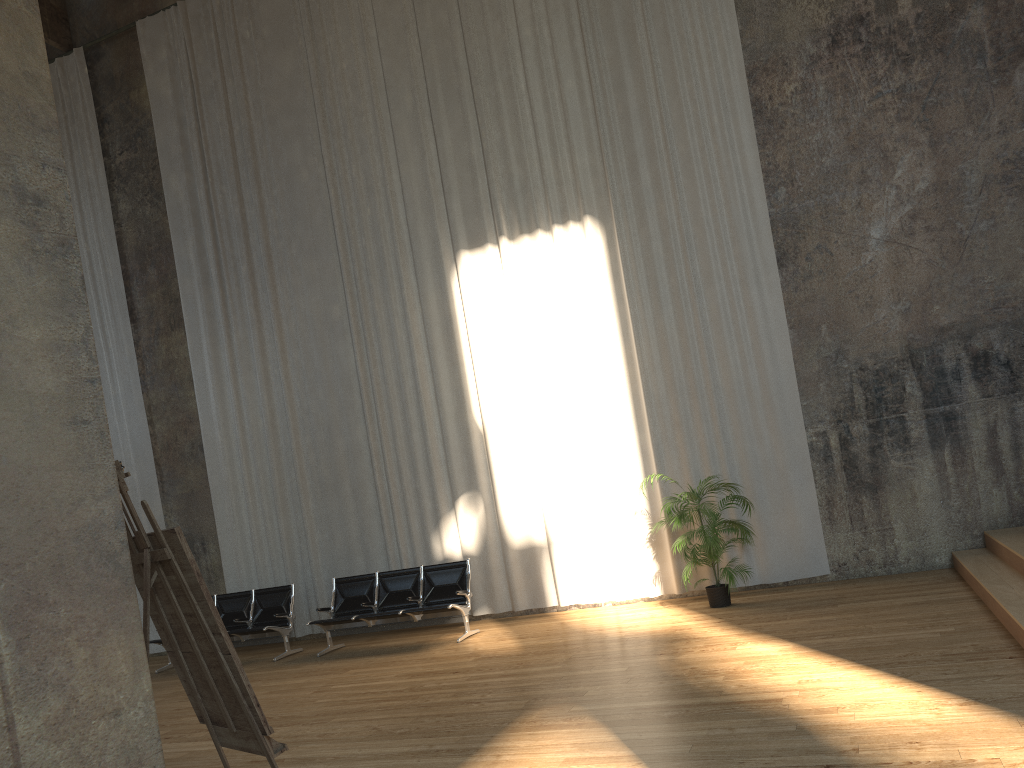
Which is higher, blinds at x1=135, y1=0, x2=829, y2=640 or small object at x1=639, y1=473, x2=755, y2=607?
blinds at x1=135, y1=0, x2=829, y2=640

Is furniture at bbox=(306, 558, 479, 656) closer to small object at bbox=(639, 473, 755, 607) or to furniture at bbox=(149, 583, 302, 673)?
furniture at bbox=(149, 583, 302, 673)

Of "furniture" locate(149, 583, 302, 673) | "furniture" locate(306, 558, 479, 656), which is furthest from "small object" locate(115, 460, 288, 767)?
"furniture" locate(149, 583, 302, 673)

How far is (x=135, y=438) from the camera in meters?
12.5 m

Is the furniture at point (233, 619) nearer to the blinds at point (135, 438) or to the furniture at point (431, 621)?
the furniture at point (431, 621)

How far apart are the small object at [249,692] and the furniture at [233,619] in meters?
6.2 m

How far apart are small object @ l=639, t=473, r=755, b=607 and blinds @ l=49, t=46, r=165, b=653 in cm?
726

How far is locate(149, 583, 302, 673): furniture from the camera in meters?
10.4 m

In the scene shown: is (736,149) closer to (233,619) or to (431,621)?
(431,621)

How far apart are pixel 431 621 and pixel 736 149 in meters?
6.1 m
